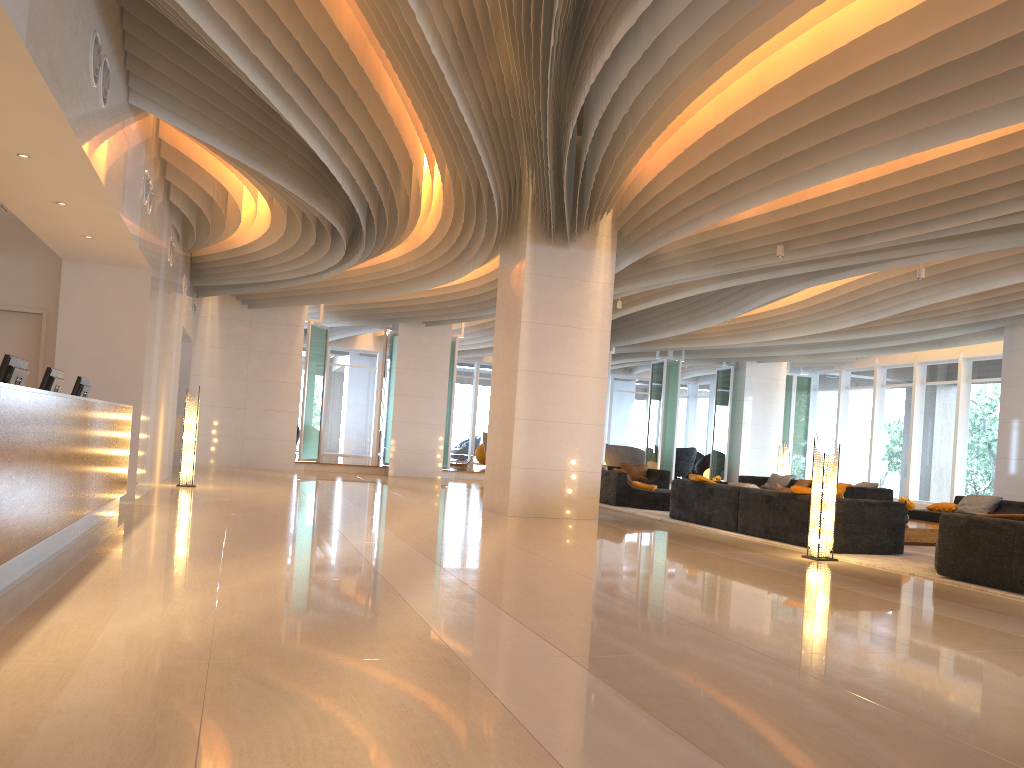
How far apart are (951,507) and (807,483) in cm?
414

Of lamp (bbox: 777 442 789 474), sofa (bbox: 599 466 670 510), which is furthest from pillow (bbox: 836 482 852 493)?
sofa (bbox: 599 466 670 510)

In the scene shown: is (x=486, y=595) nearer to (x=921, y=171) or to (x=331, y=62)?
(x=331, y=62)

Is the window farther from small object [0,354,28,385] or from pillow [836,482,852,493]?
small object [0,354,28,385]

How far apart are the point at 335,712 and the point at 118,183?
5.8 meters

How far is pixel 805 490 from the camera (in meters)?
9.79

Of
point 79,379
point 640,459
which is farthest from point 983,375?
point 79,379

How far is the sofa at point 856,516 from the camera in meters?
9.3

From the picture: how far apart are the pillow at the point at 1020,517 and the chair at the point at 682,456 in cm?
1925

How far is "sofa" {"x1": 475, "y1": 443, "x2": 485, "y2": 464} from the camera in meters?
25.9 m
